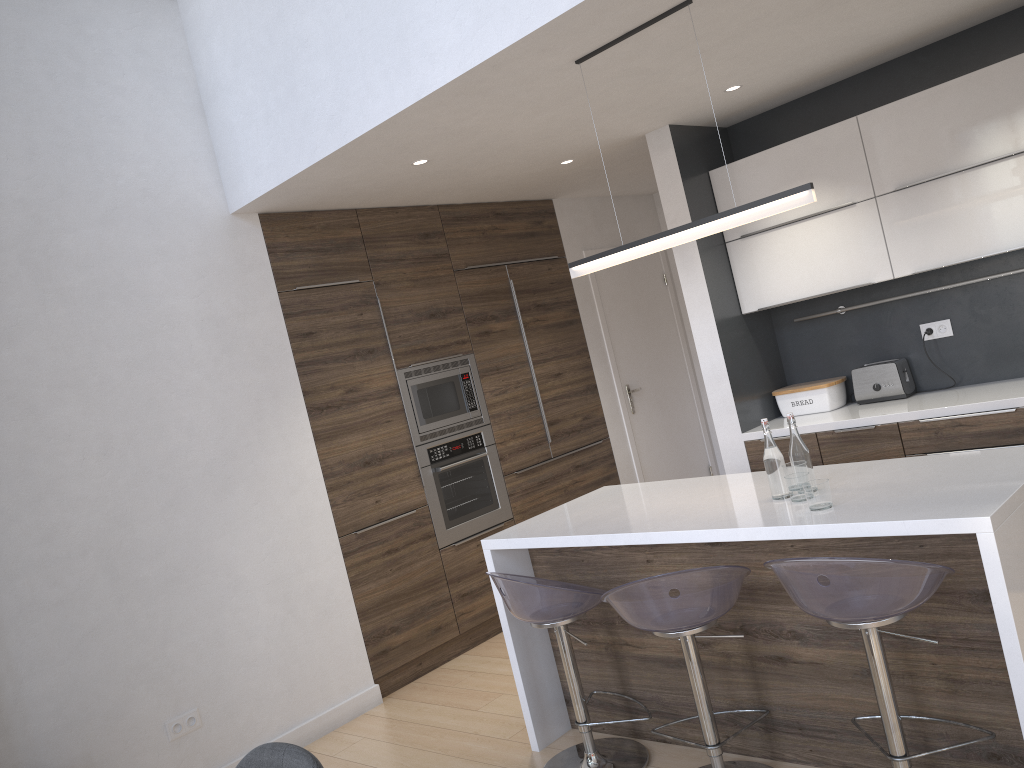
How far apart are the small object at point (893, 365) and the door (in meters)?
1.84

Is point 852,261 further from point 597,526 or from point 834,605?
point 834,605

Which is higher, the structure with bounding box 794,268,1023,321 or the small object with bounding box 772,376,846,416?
the structure with bounding box 794,268,1023,321

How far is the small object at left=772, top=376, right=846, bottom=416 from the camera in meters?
4.6

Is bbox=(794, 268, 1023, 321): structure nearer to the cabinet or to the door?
the cabinet

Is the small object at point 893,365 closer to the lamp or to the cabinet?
the cabinet

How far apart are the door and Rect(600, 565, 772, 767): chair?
3.2 meters

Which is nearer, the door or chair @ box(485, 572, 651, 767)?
chair @ box(485, 572, 651, 767)

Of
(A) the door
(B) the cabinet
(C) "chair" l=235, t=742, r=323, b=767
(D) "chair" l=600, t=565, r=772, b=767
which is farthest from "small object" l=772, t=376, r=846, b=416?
(C) "chair" l=235, t=742, r=323, b=767

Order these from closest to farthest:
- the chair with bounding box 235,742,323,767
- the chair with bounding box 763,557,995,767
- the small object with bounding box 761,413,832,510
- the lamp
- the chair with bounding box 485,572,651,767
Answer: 1. the chair with bounding box 235,742,323,767
2. the chair with bounding box 763,557,995,767
3. the small object with bounding box 761,413,832,510
4. the lamp
5. the chair with bounding box 485,572,651,767
